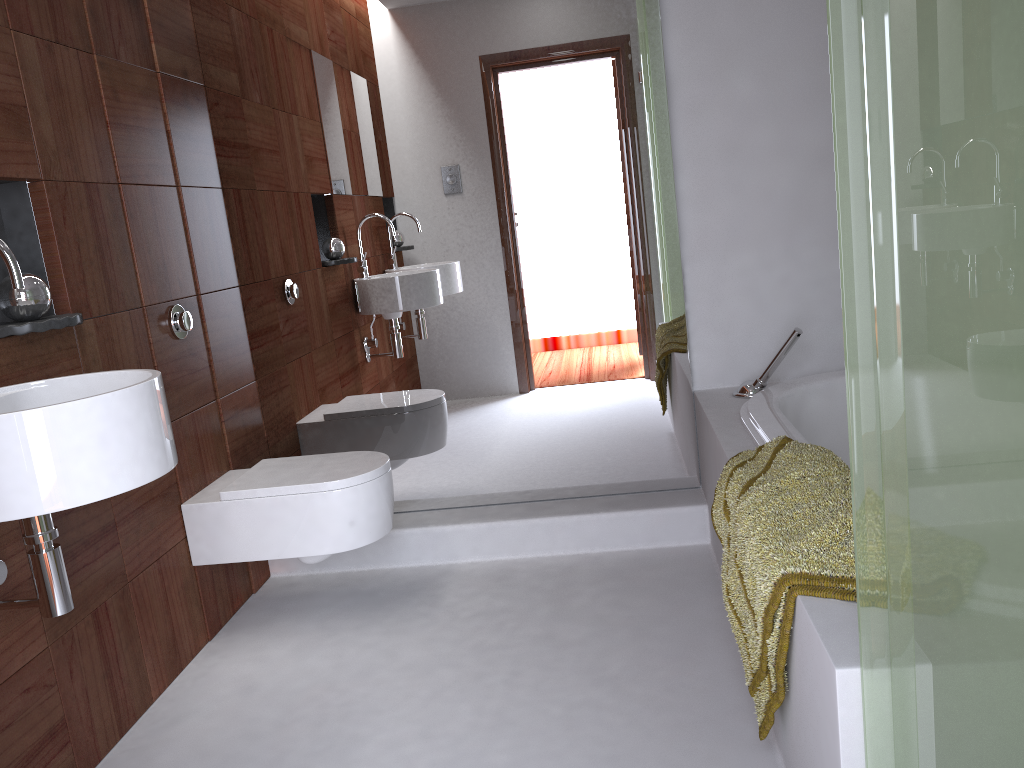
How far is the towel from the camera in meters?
1.4

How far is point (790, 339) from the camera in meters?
2.6 m

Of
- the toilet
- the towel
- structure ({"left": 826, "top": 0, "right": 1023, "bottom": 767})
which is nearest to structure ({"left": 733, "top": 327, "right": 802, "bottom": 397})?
the towel

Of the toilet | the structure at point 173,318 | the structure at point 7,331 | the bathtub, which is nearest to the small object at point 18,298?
the structure at point 7,331

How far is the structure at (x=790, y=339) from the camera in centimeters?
256cm

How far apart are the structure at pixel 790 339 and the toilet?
1.1 meters

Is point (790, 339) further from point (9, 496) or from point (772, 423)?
point (9, 496)

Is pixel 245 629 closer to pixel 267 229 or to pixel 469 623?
pixel 469 623

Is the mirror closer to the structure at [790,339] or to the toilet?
the structure at [790,339]

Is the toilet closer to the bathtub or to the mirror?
the mirror
